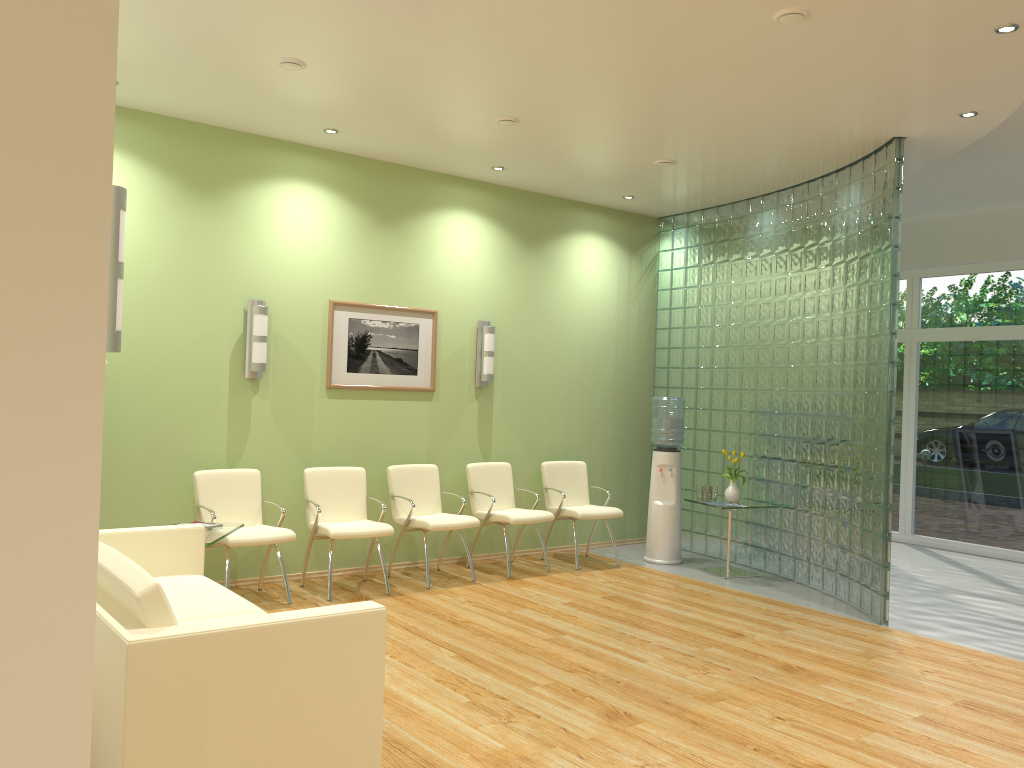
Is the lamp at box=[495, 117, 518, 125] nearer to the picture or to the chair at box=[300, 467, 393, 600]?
the picture

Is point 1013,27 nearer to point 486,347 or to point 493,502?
point 486,347

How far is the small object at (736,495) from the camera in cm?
763

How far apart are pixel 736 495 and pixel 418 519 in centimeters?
278cm

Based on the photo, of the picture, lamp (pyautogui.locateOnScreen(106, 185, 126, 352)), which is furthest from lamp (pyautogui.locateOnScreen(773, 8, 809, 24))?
the picture

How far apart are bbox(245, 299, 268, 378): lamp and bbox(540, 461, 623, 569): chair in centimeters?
274cm

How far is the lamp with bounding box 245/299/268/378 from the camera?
6.5m

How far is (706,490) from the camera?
7.7 meters

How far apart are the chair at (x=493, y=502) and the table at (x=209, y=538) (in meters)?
2.35

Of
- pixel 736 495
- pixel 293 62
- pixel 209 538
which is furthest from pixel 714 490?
pixel 293 62
